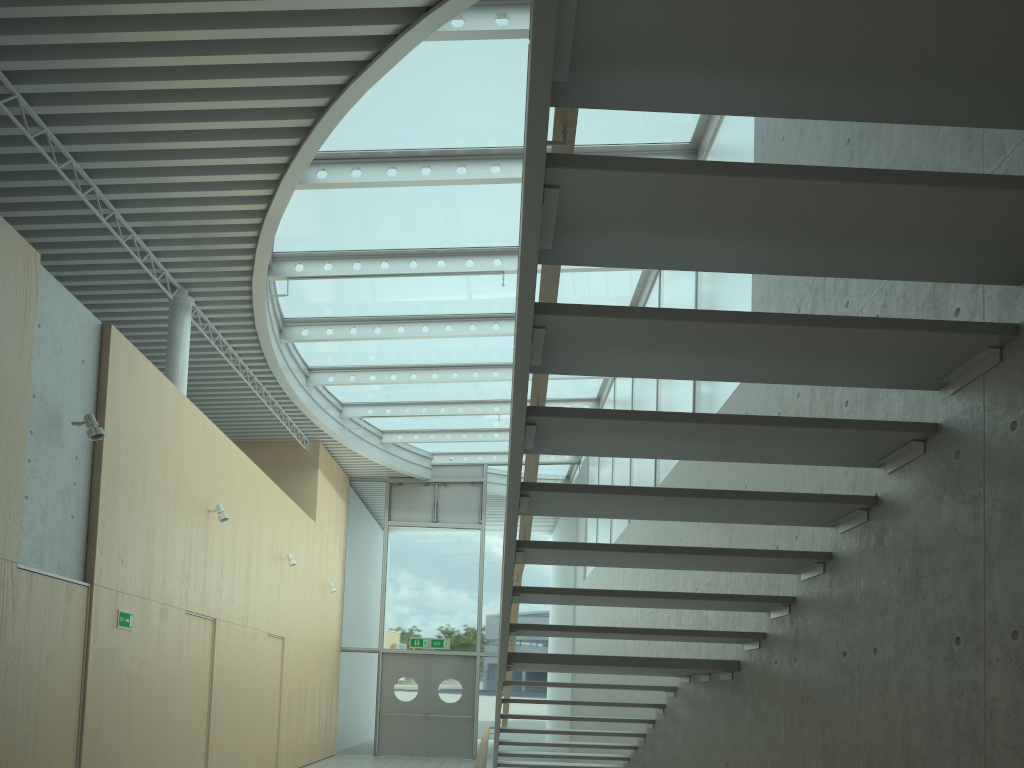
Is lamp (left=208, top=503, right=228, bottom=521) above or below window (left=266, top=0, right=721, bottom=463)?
below

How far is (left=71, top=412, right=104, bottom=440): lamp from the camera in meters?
6.2

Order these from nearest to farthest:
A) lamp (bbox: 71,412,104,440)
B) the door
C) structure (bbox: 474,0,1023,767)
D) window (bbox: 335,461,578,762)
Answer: structure (bbox: 474,0,1023,767) → lamp (bbox: 71,412,104,440) → the door → window (bbox: 335,461,578,762)

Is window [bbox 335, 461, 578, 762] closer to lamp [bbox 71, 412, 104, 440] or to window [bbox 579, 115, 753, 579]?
window [bbox 579, 115, 753, 579]

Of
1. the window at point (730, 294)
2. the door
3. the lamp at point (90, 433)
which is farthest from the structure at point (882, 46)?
the door

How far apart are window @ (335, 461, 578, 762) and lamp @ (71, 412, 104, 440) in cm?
→ 1120

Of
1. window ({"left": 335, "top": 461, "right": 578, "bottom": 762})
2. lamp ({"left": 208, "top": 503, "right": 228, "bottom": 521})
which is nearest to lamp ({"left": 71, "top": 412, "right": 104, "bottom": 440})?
lamp ({"left": 208, "top": 503, "right": 228, "bottom": 521})

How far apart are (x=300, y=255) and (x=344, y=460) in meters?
7.2 m

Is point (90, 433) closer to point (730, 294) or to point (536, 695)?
point (730, 294)

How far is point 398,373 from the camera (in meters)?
13.02
